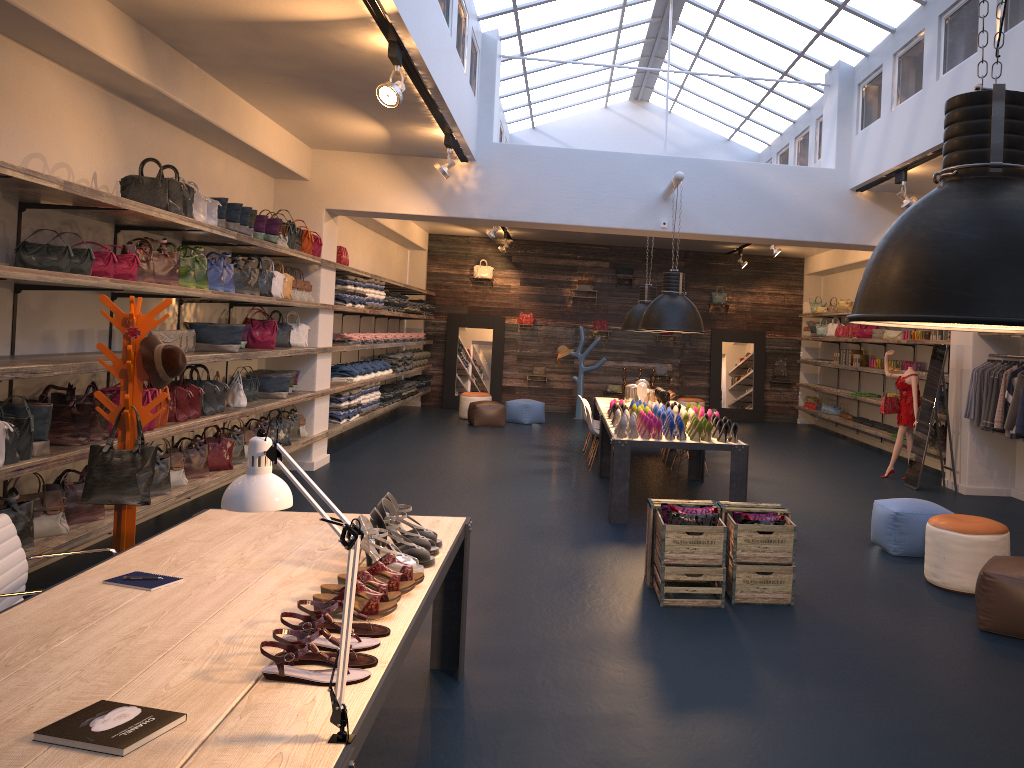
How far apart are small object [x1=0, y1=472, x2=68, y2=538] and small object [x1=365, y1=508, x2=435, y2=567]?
2.79m

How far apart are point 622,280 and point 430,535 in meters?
14.6

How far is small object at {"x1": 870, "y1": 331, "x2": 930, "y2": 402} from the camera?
11.6 meters

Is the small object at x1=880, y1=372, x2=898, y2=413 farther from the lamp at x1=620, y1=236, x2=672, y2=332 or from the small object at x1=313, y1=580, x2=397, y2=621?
A: the small object at x1=313, y1=580, x2=397, y2=621

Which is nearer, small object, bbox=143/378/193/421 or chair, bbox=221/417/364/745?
chair, bbox=221/417/364/745

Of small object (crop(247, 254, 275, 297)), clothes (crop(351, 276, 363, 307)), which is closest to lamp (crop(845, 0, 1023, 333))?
small object (crop(247, 254, 275, 297))

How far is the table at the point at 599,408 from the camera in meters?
10.9

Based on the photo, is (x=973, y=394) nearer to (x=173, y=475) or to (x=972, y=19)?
A: (x=972, y=19)

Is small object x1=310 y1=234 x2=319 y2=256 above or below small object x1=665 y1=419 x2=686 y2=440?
above

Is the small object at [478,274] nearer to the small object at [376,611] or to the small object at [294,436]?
the small object at [294,436]
